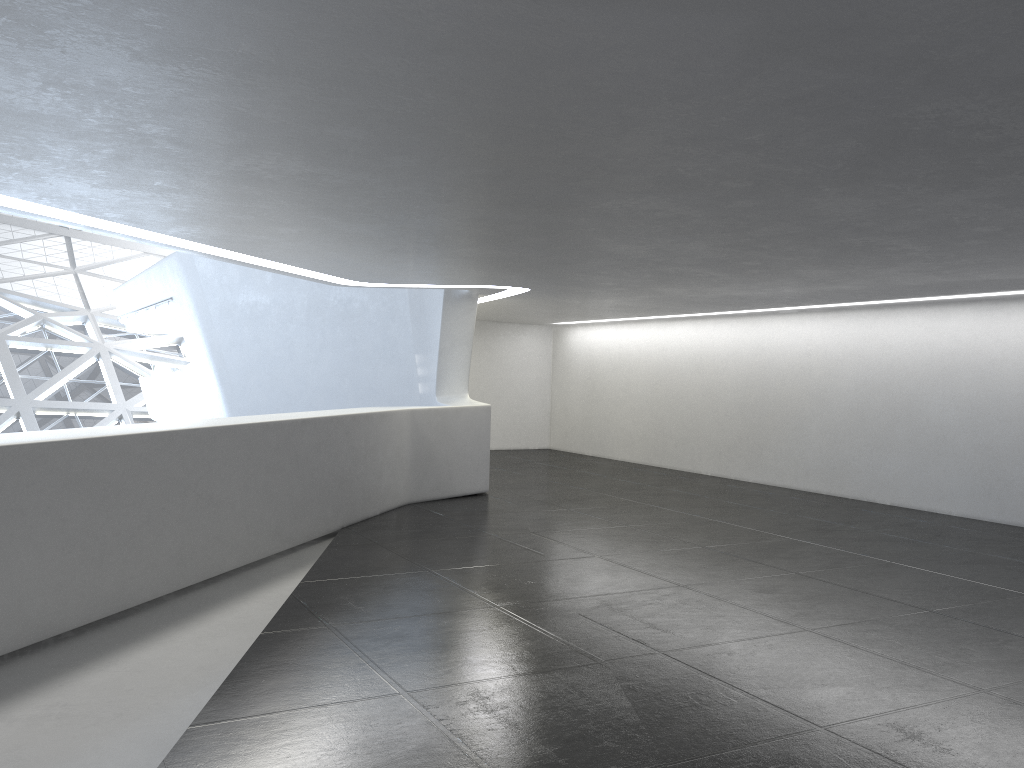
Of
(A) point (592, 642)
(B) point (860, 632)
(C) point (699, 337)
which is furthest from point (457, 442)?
(B) point (860, 632)

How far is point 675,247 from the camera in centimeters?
1076cm

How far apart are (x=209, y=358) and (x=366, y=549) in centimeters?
1646cm
